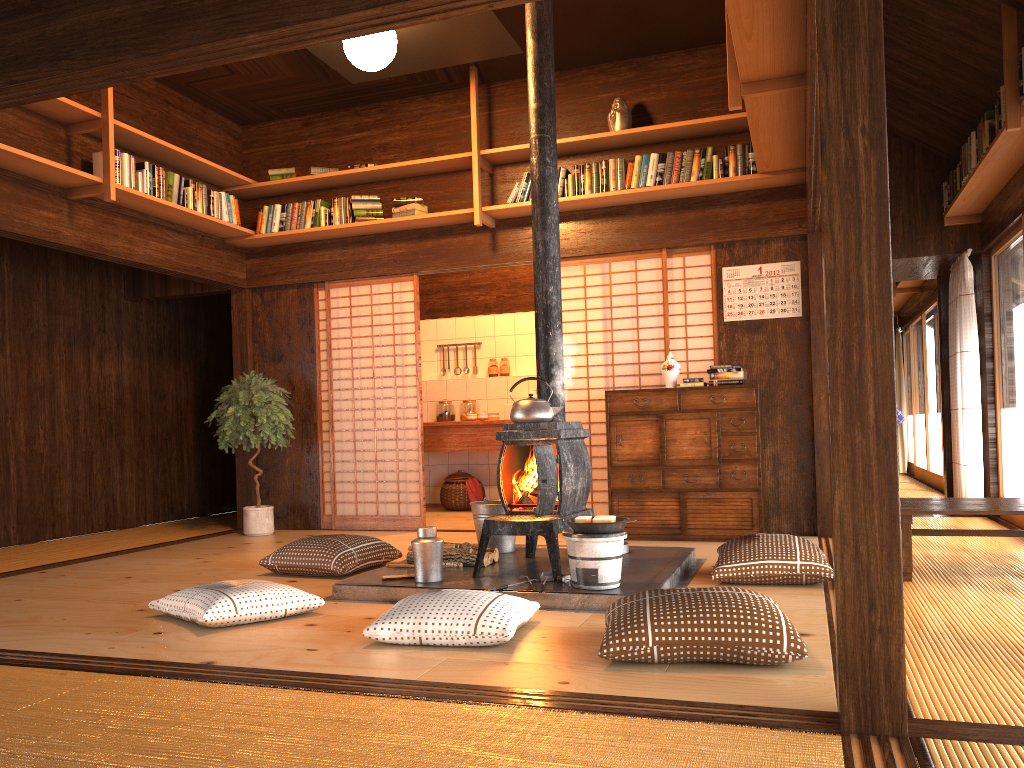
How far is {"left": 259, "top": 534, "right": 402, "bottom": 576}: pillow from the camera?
4.69m

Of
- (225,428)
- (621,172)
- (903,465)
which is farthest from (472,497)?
(903,465)

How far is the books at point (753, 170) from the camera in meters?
5.9

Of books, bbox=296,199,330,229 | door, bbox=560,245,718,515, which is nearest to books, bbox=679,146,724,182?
door, bbox=560,245,718,515

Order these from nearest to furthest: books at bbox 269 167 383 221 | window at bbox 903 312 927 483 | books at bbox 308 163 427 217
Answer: books at bbox 308 163 427 217
books at bbox 269 167 383 221
window at bbox 903 312 927 483

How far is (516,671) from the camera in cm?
278

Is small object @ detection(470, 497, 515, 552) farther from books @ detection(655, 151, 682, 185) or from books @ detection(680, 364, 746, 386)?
books @ detection(655, 151, 682, 185)

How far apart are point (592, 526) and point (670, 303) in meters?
3.0 m

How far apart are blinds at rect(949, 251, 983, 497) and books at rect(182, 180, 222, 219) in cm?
573

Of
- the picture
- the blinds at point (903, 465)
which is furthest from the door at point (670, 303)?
the blinds at point (903, 465)
